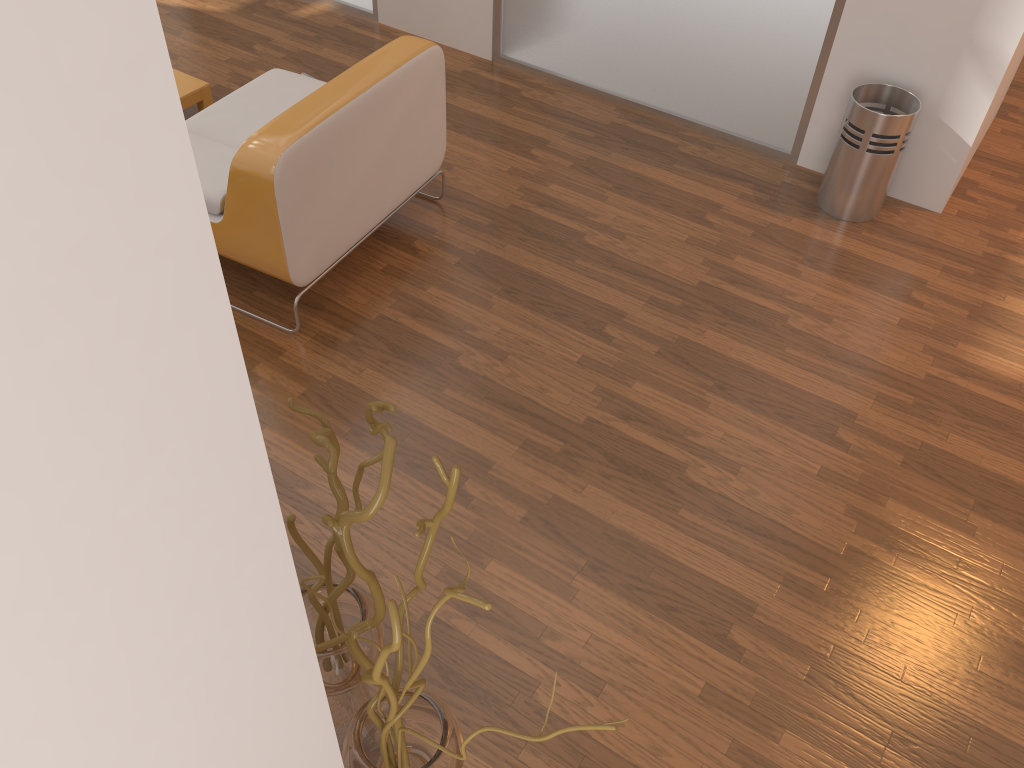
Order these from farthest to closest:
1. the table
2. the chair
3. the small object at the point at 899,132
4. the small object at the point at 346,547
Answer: the table < the small object at the point at 899,132 < the chair < the small object at the point at 346,547

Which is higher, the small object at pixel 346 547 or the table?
the small object at pixel 346 547

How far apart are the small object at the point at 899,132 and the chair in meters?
1.5

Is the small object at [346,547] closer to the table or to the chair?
the chair

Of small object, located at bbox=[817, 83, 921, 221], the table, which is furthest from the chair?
small object, located at bbox=[817, 83, 921, 221]

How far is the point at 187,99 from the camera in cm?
365

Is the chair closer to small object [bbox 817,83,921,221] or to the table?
the table

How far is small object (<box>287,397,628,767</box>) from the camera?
1.1m

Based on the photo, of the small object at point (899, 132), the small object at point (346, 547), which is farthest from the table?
the small object at point (346, 547)

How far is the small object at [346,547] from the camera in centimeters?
114cm
